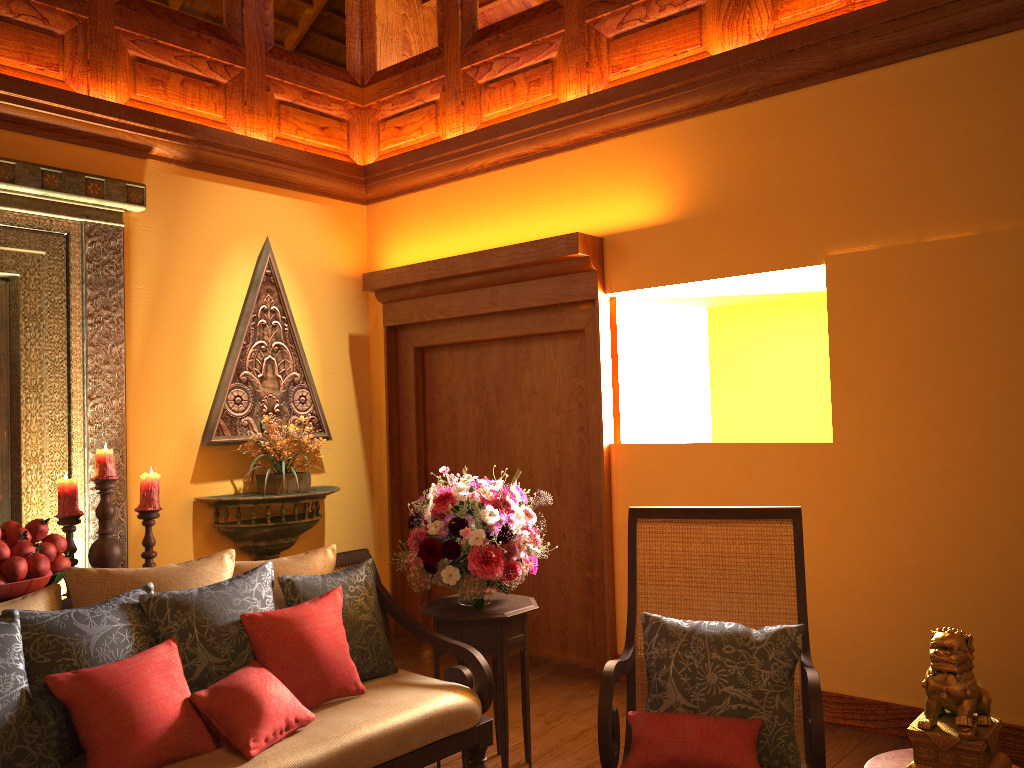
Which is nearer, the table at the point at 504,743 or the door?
the table at the point at 504,743

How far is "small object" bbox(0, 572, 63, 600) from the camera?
2.9 meters

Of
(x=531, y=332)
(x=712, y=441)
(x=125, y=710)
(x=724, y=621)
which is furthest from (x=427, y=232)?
(x=125, y=710)

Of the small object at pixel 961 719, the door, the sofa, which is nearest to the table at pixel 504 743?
the sofa

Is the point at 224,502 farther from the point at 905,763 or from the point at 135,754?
the point at 905,763

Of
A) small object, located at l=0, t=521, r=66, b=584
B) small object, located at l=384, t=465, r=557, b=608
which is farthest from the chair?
small object, located at l=0, t=521, r=66, b=584

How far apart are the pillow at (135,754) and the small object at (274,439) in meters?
2.1 m

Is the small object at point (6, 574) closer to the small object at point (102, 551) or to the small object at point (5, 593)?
the small object at point (5, 593)

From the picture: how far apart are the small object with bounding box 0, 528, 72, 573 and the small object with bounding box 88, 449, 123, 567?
0.3m

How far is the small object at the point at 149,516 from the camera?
3.7 meters
